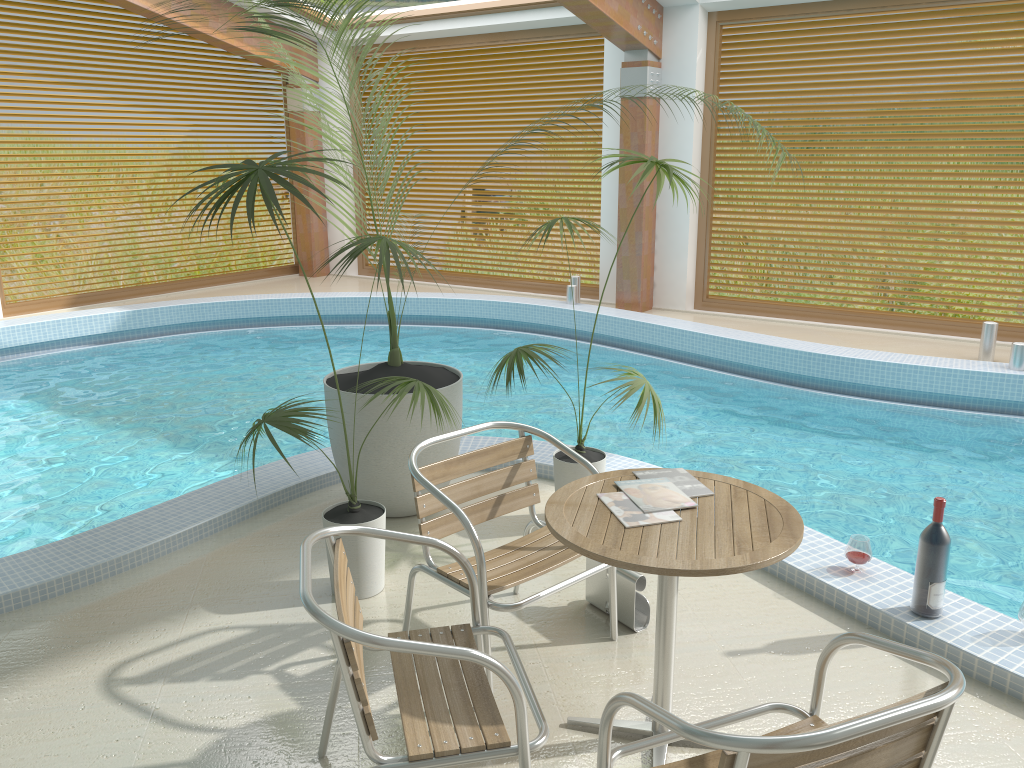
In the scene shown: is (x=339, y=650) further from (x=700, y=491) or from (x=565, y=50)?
(x=565, y=50)

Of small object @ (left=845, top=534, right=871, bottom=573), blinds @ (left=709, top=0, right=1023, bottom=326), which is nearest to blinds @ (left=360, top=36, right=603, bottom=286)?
blinds @ (left=709, top=0, right=1023, bottom=326)

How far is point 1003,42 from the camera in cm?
770

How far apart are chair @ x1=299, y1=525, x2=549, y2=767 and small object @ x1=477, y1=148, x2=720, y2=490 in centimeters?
141cm

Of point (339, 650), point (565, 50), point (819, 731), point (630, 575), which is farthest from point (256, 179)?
point (565, 50)

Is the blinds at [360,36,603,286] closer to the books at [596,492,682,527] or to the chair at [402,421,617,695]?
the chair at [402,421,617,695]

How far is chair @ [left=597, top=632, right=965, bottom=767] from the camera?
1.5 meters

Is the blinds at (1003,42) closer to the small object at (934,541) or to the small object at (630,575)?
the small object at (934,541)

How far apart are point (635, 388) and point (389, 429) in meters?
1.1

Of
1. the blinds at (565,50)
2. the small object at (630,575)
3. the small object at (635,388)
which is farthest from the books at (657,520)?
the blinds at (565,50)
